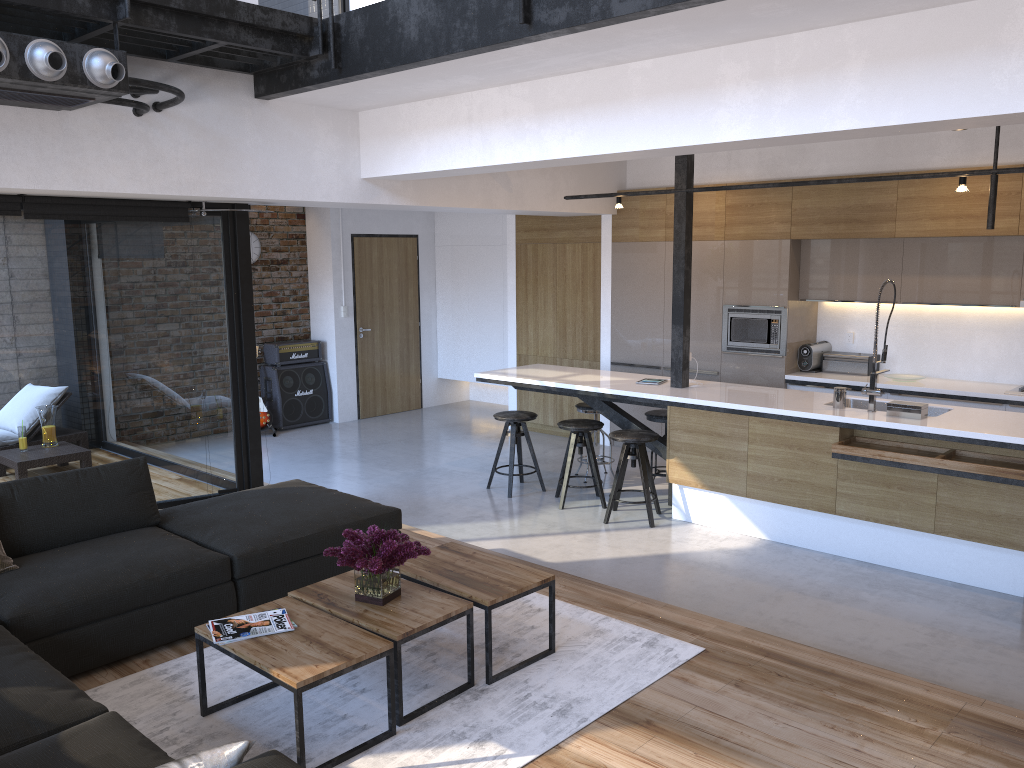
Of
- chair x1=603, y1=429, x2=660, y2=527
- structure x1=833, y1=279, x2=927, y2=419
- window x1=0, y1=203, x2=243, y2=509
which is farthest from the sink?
window x1=0, y1=203, x2=243, y2=509

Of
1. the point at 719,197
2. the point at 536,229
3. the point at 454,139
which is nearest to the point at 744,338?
the point at 719,197

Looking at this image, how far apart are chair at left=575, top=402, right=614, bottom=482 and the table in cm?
335

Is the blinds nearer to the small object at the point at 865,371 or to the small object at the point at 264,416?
Answer: the small object at the point at 264,416

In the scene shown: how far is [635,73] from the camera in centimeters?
460cm

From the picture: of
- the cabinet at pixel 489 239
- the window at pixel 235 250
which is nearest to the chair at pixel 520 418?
the window at pixel 235 250

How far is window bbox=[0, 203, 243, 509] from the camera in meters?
5.6

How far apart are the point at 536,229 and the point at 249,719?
6.6m

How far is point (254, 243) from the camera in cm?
959

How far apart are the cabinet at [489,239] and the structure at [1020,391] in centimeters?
541cm
